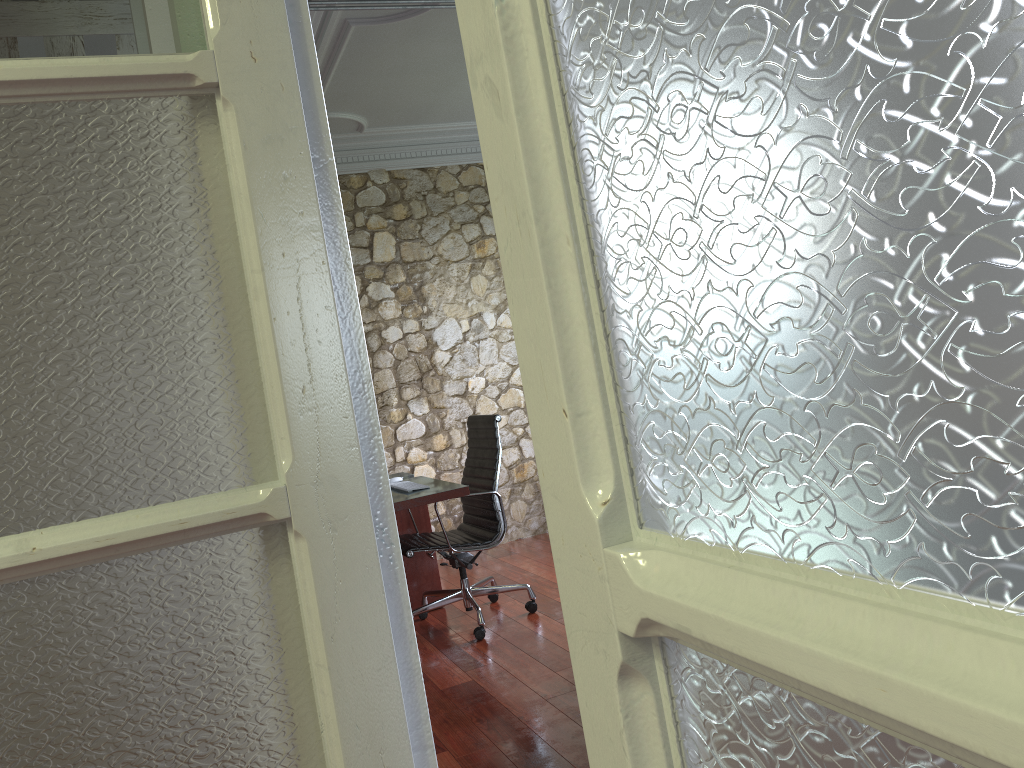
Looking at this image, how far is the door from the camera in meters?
0.2

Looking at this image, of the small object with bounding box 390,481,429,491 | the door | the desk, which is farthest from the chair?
the door

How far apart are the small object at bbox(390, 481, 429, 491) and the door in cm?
348

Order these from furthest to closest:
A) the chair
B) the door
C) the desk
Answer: the chair → the desk → the door

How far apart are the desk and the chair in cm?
12

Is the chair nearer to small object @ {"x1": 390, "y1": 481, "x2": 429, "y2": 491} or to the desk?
the desk

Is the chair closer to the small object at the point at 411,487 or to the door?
the small object at the point at 411,487

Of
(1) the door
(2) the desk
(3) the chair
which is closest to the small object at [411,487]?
(2) the desk

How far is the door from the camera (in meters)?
0.19

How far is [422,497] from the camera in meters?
4.1 m
